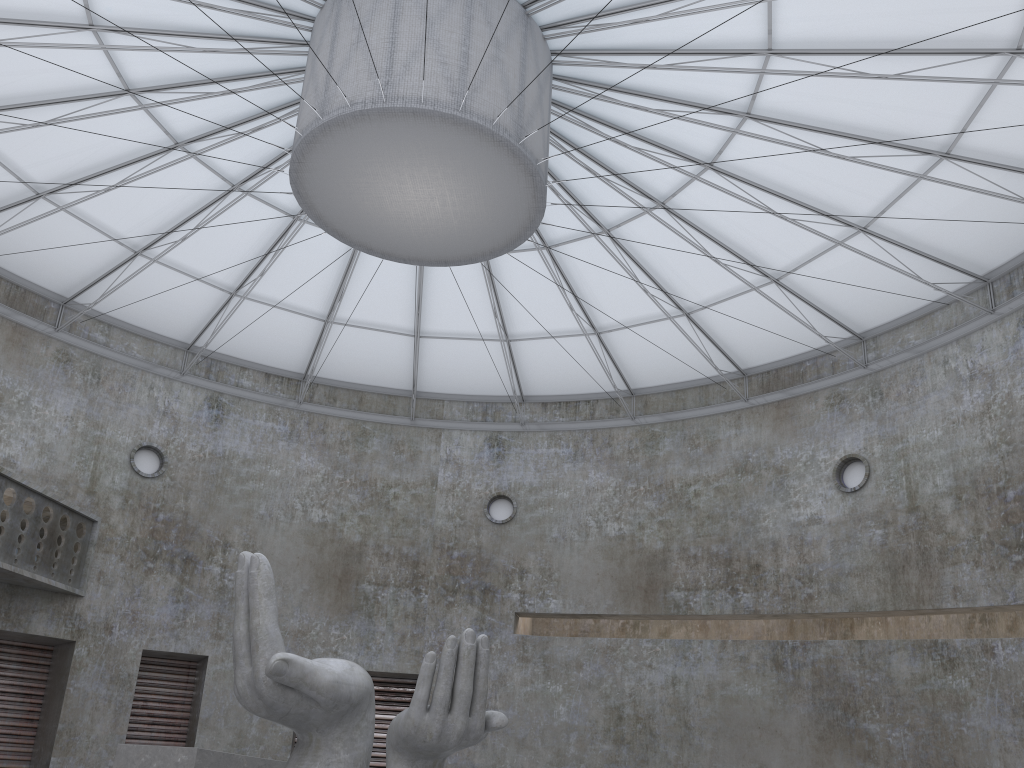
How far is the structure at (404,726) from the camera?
17.65m

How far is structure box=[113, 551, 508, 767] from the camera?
17.7m

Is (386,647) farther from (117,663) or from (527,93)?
(527,93)

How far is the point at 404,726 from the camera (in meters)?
17.65
